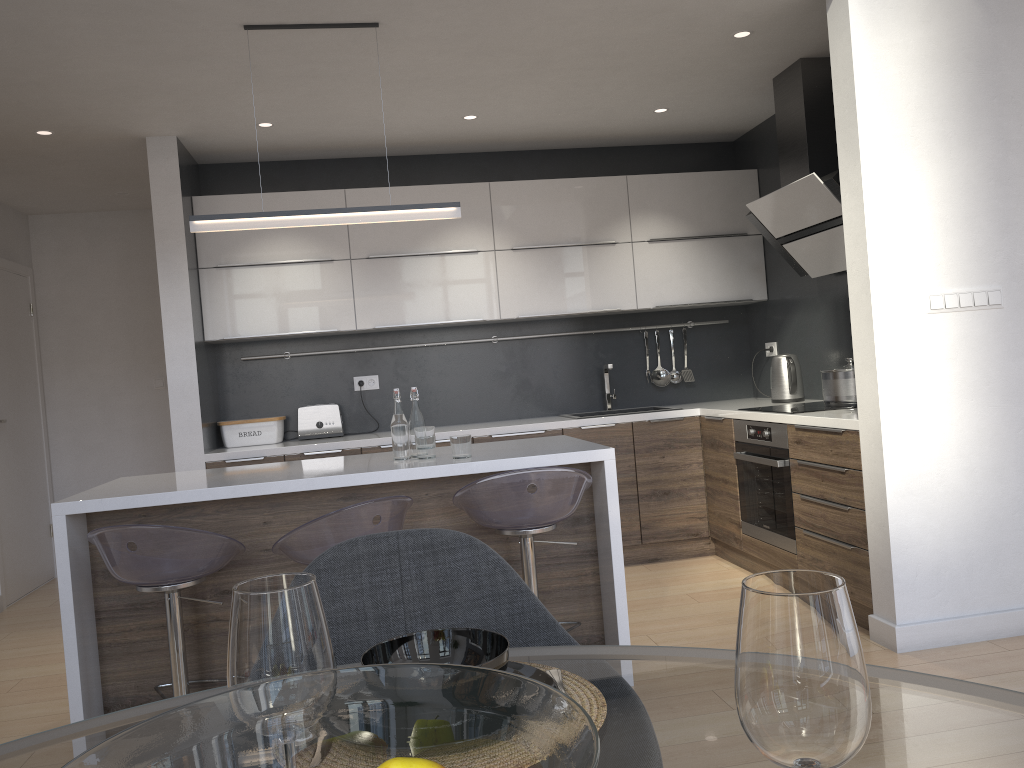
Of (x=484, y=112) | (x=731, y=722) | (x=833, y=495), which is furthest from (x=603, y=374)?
(x=731, y=722)

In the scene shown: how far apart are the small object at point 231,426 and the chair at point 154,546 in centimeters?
215cm

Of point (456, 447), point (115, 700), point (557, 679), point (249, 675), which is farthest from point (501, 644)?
point (115, 700)

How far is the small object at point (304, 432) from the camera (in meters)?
5.09

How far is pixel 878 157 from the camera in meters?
3.2 m

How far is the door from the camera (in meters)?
5.41

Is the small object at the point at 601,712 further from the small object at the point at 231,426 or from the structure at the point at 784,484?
the small object at the point at 231,426

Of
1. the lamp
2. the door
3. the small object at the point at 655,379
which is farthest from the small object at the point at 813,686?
the door

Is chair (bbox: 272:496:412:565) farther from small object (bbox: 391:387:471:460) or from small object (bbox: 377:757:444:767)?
small object (bbox: 377:757:444:767)

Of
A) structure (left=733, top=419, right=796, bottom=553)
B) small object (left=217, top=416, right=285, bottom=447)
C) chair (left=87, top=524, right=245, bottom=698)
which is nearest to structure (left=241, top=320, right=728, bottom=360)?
small object (left=217, top=416, right=285, bottom=447)
